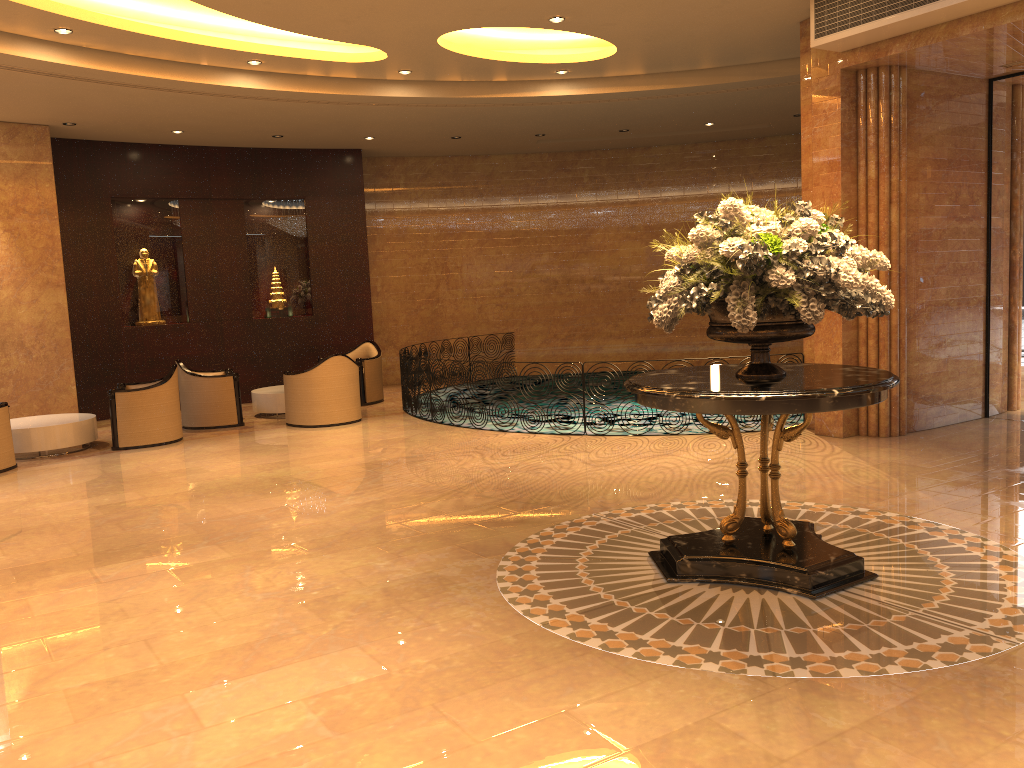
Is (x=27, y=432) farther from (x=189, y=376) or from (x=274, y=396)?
(x=274, y=396)

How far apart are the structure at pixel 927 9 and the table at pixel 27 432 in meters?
8.7

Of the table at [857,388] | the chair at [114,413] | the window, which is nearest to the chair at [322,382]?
the chair at [114,413]

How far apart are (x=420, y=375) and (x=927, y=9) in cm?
679

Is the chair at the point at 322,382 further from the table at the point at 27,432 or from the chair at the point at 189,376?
the table at the point at 27,432

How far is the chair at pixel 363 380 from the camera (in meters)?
13.07

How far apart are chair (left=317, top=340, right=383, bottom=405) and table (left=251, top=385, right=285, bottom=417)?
1.2m

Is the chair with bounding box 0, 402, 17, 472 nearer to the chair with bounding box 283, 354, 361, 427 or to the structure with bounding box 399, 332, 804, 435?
the chair with bounding box 283, 354, 361, 427

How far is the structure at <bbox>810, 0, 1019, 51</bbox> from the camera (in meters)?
7.16

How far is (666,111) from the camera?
12.5 meters
